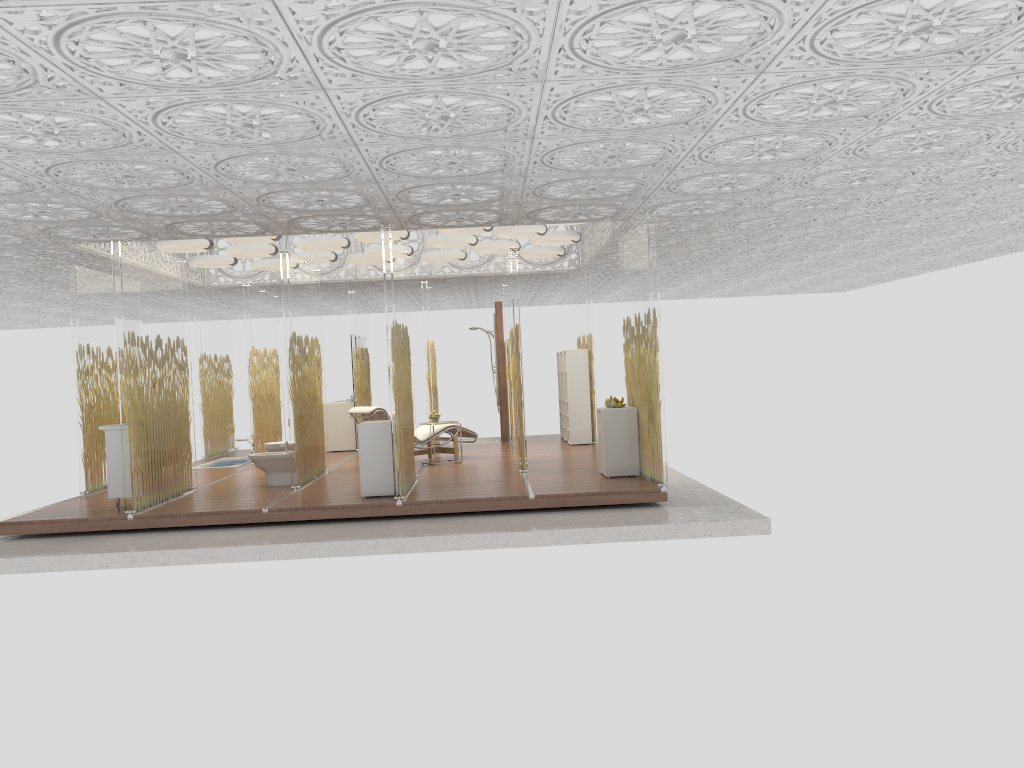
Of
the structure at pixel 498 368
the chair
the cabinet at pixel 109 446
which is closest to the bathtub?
the chair

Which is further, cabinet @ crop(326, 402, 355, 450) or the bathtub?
cabinet @ crop(326, 402, 355, 450)

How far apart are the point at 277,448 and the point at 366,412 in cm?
121

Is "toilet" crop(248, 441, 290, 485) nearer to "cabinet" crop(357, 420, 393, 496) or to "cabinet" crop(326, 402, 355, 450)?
"cabinet" crop(357, 420, 393, 496)

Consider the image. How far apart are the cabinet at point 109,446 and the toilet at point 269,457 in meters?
1.7

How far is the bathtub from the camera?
13.7m

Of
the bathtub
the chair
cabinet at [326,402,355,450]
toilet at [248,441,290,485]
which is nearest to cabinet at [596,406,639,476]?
the chair

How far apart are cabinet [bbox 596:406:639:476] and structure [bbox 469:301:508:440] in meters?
5.7 m

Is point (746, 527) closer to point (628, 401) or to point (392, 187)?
point (628, 401)

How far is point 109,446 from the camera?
8.6 meters
